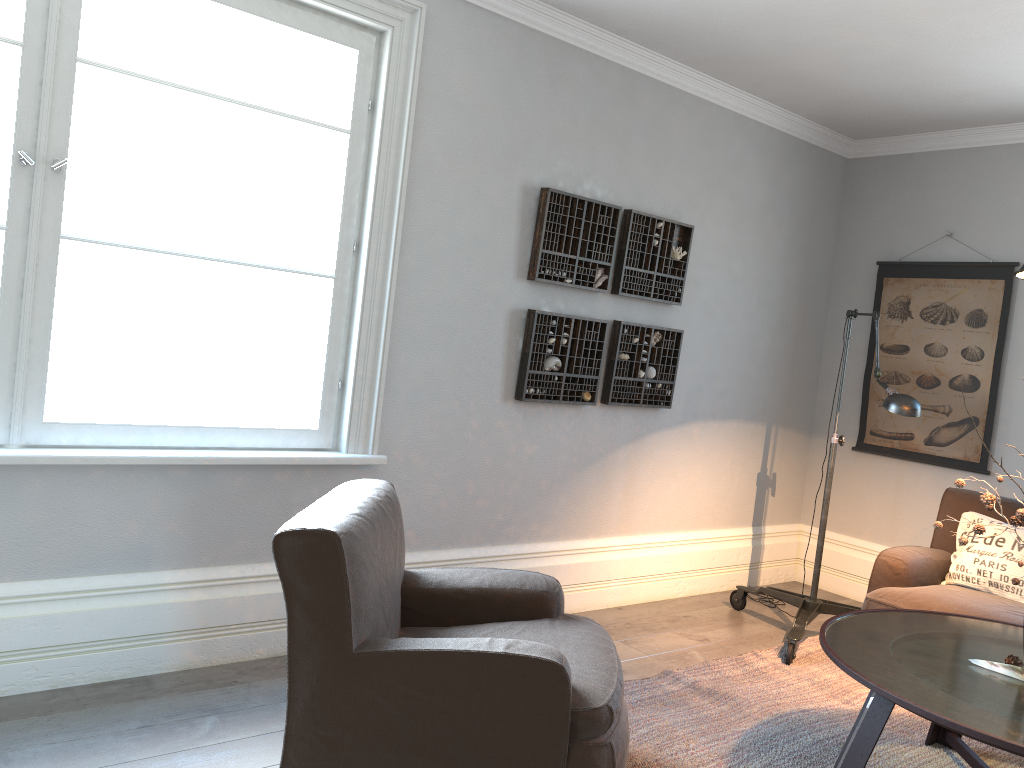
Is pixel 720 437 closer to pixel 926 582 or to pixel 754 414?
pixel 754 414

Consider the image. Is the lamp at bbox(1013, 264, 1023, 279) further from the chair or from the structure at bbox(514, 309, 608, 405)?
the structure at bbox(514, 309, 608, 405)

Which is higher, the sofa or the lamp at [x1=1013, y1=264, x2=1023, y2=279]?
the lamp at [x1=1013, y1=264, x2=1023, y2=279]

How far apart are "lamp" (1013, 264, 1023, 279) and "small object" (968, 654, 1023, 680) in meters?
1.1

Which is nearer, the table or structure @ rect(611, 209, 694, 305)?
the table

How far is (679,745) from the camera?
2.95m

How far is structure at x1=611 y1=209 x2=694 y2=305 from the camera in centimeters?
428cm

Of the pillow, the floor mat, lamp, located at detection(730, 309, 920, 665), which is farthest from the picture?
the floor mat

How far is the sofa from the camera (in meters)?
3.64

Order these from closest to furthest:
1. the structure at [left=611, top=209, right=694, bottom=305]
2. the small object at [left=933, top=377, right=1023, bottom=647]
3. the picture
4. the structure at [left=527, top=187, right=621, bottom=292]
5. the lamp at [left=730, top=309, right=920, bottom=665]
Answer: the small object at [left=933, top=377, right=1023, bottom=647]
the lamp at [left=730, top=309, right=920, bottom=665]
the structure at [left=527, top=187, right=621, bottom=292]
the structure at [left=611, top=209, right=694, bottom=305]
the picture
